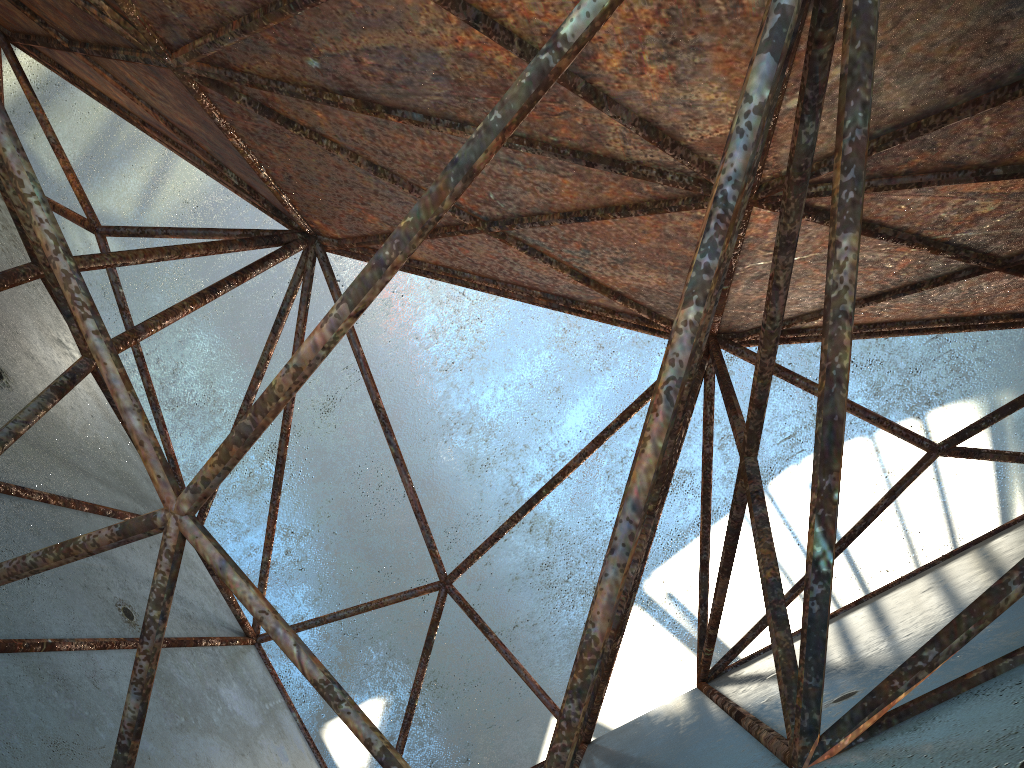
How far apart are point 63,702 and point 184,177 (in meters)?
18.55
